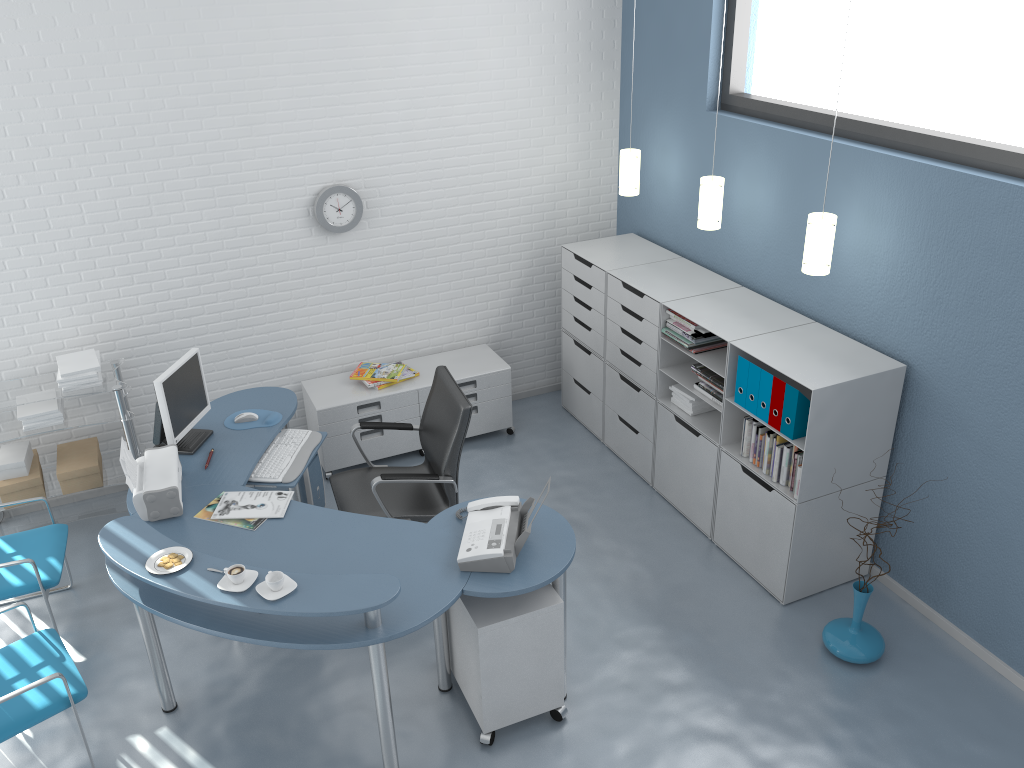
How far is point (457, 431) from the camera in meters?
4.1

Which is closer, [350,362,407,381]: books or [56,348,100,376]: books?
[56,348,100,376]: books

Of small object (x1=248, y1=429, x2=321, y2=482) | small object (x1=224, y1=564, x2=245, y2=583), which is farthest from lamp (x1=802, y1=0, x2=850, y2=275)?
small object (x1=224, y1=564, x2=245, y2=583)

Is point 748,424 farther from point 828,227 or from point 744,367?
point 828,227

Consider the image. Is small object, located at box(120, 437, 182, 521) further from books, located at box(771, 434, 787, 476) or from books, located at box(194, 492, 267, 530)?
books, located at box(771, 434, 787, 476)

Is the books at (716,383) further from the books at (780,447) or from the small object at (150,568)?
the small object at (150,568)

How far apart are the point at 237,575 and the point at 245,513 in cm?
69

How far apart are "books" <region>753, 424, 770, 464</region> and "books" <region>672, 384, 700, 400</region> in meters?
0.6 m

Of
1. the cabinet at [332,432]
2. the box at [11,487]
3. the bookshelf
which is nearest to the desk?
the cabinet at [332,432]

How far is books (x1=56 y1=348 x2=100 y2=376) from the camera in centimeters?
456cm
